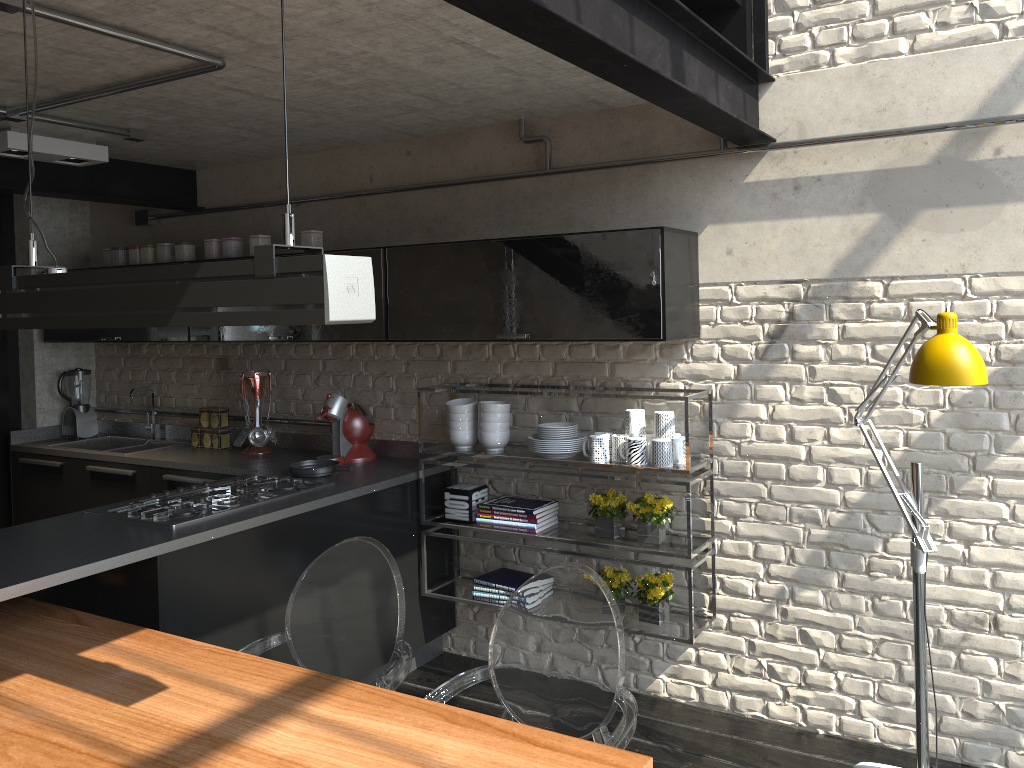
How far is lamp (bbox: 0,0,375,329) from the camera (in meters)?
1.50

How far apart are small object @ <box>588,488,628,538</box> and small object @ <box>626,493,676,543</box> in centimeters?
6cm

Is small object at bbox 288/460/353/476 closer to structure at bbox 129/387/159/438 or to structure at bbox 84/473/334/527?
structure at bbox 84/473/334/527

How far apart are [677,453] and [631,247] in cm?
81

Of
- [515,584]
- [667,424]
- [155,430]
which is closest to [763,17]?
[667,424]

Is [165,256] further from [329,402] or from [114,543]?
[114,543]

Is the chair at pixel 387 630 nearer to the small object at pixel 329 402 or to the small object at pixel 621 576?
the small object at pixel 621 576

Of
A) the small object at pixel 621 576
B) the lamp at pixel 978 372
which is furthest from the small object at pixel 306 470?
the lamp at pixel 978 372

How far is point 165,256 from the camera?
4.7m

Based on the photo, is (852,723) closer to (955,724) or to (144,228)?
(955,724)
